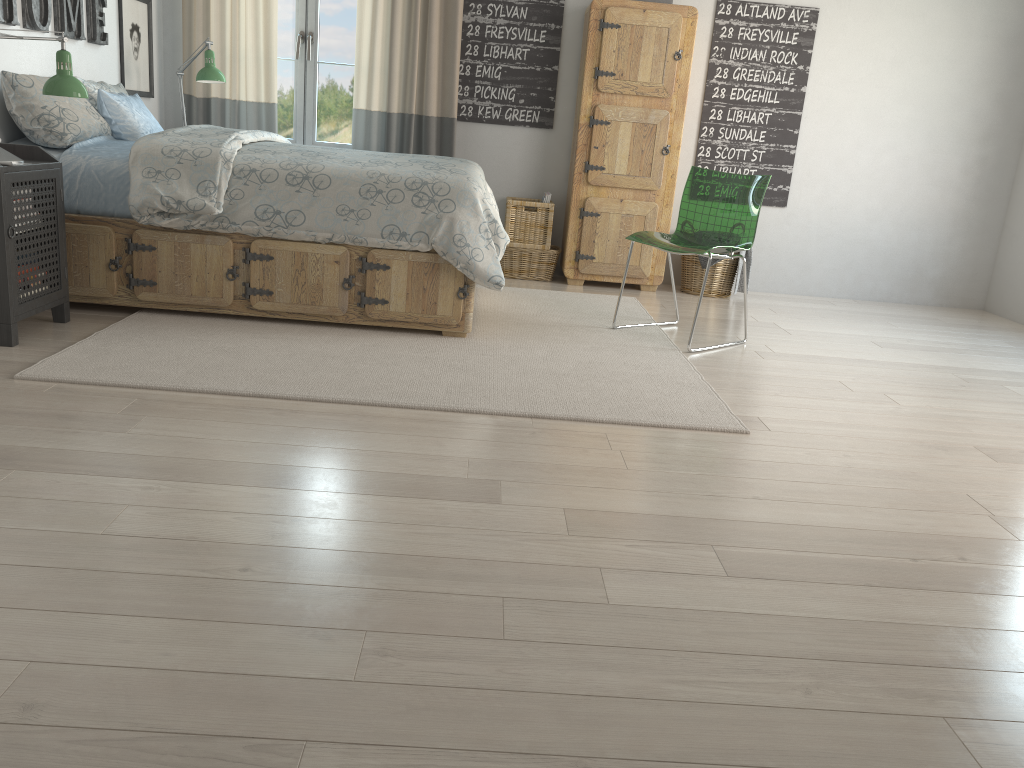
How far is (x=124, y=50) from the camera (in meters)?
4.59

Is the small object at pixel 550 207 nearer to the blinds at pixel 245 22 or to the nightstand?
the blinds at pixel 245 22

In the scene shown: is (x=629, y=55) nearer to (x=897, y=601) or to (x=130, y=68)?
(x=130, y=68)

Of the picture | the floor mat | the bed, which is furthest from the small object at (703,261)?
the picture

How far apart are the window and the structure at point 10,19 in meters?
1.1 m

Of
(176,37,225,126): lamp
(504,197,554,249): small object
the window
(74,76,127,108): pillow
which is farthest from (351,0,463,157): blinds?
(74,76,127,108): pillow

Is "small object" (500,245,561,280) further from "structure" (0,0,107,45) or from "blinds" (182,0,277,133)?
"structure" (0,0,107,45)

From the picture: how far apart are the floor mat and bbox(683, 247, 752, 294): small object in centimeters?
60cm

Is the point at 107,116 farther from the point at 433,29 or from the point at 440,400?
the point at 440,400

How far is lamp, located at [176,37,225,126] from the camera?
4.52m
